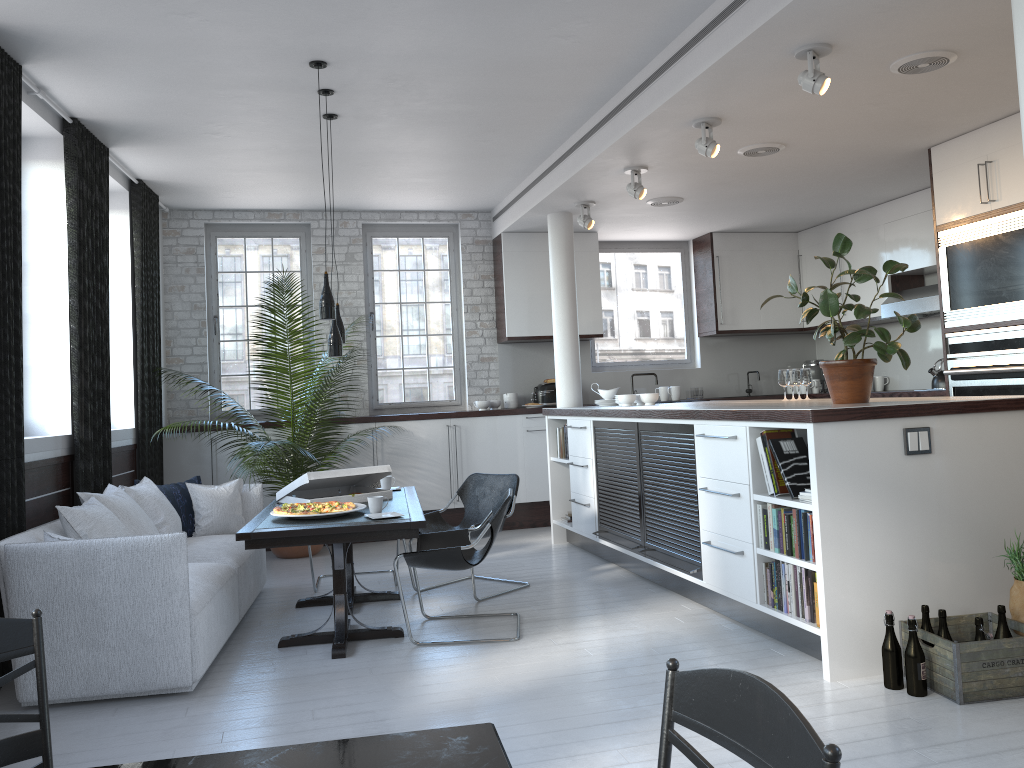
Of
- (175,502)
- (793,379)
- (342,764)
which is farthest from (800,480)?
(175,502)

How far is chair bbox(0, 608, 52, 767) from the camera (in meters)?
1.71

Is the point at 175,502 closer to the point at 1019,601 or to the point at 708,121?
the point at 708,121

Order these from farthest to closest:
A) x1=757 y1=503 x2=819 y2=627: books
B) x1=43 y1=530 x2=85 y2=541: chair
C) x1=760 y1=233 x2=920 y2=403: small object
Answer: x1=760 y1=233 x2=920 y2=403: small object < x1=43 y1=530 x2=85 y2=541: chair < x1=757 y1=503 x2=819 y2=627: books

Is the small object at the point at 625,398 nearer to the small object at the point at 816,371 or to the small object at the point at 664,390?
the small object at the point at 664,390

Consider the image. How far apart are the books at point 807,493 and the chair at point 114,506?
3.7 meters

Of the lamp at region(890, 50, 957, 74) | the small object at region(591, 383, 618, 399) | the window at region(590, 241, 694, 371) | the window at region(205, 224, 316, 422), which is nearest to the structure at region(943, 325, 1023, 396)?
the lamp at region(890, 50, 957, 74)

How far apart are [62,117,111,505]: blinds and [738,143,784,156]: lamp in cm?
451

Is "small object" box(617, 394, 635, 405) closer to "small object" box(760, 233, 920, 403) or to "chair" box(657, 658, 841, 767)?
"small object" box(760, 233, 920, 403)

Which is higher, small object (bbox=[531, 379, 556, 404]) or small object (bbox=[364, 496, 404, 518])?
small object (bbox=[531, 379, 556, 404])
